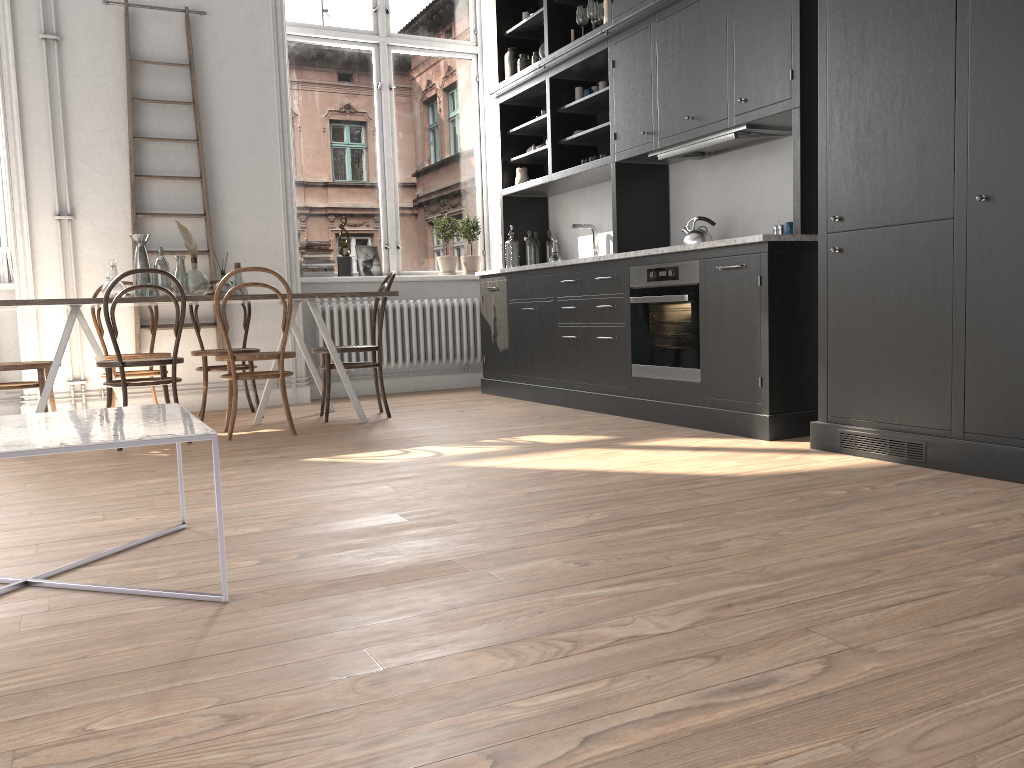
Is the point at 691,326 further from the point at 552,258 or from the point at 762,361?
the point at 552,258

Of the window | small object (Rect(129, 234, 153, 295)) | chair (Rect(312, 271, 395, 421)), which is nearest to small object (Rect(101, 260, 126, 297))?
small object (Rect(129, 234, 153, 295))

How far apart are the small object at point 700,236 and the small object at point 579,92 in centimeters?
160cm

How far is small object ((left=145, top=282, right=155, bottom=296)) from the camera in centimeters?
505cm

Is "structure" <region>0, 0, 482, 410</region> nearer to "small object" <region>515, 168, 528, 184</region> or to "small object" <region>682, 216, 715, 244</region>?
"small object" <region>515, 168, 528, 184</region>

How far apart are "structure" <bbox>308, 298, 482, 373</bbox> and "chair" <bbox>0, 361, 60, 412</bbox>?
2.2 meters

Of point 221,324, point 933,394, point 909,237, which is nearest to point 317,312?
point 221,324

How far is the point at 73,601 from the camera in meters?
2.1

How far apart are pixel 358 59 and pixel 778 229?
4.1 meters

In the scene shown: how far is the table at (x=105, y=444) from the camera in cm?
190
